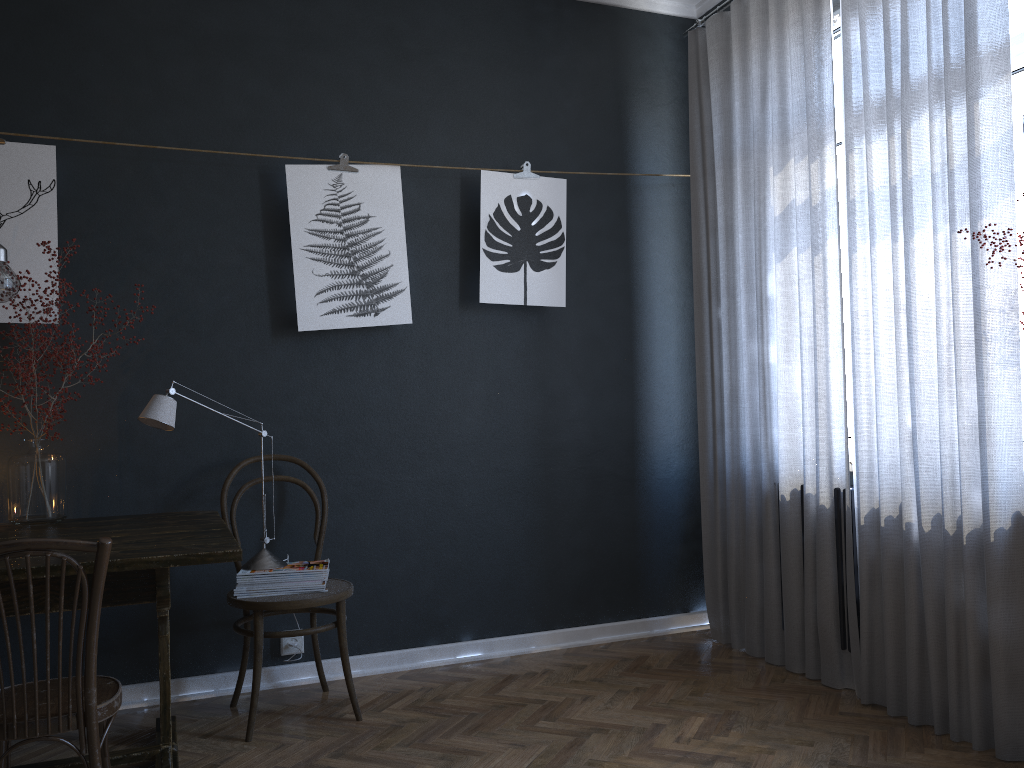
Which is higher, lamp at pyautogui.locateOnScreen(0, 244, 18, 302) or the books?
lamp at pyautogui.locateOnScreen(0, 244, 18, 302)

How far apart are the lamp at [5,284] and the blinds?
2.7 meters

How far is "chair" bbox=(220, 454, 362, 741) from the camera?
2.9m

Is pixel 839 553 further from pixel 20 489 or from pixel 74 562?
pixel 20 489

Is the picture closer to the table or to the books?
the table

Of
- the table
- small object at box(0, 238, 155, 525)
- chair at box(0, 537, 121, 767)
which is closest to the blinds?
the table

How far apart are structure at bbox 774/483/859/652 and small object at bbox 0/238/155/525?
2.7m

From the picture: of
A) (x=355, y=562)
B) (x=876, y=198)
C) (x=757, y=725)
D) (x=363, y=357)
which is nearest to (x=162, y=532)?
(x=355, y=562)

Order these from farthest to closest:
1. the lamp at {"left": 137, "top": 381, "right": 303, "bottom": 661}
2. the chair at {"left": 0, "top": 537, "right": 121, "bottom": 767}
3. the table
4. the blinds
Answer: the lamp at {"left": 137, "top": 381, "right": 303, "bottom": 661}, the blinds, the table, the chair at {"left": 0, "top": 537, "right": 121, "bottom": 767}

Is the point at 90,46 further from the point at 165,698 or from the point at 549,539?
the point at 549,539
